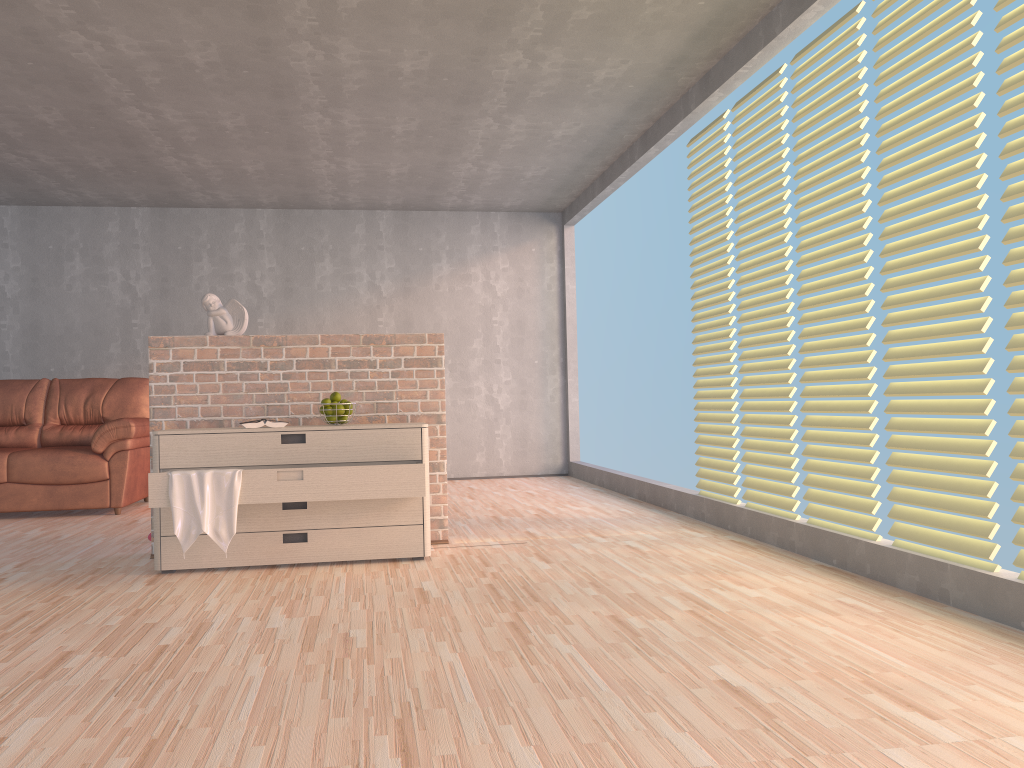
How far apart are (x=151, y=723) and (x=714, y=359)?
3.6m

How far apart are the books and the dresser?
0.1 meters

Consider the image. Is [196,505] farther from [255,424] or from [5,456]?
[5,456]

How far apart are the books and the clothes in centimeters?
37cm

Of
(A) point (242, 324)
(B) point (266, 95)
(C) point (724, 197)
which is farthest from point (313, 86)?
(C) point (724, 197)

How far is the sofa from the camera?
5.89m

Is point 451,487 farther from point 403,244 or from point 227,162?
point 227,162

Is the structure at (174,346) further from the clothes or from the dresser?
the clothes

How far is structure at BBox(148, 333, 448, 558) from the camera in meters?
4.2

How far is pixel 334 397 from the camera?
4.1 meters
